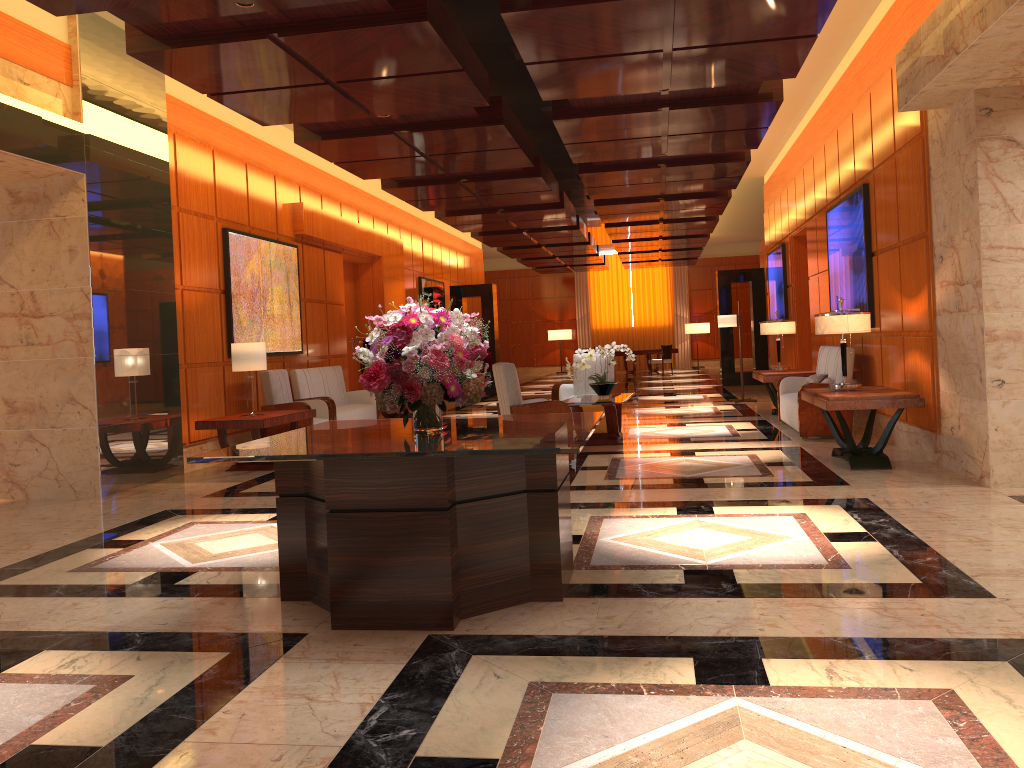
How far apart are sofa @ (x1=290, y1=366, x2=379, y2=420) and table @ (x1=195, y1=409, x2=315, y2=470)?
1.49m

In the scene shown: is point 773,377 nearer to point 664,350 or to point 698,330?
point 664,350

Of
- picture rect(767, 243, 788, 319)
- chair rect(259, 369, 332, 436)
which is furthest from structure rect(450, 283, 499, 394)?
chair rect(259, 369, 332, 436)

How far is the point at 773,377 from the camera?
11.08m

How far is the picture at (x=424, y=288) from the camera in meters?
18.2 m

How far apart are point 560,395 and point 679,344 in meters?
19.9

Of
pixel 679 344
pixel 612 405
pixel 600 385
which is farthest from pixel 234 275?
pixel 679 344

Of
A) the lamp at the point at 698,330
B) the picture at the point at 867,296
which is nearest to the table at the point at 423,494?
the picture at the point at 867,296

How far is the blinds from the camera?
30.40m

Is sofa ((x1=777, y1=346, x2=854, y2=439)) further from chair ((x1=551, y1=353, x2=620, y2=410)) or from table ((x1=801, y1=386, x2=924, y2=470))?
chair ((x1=551, y1=353, x2=620, y2=410))
